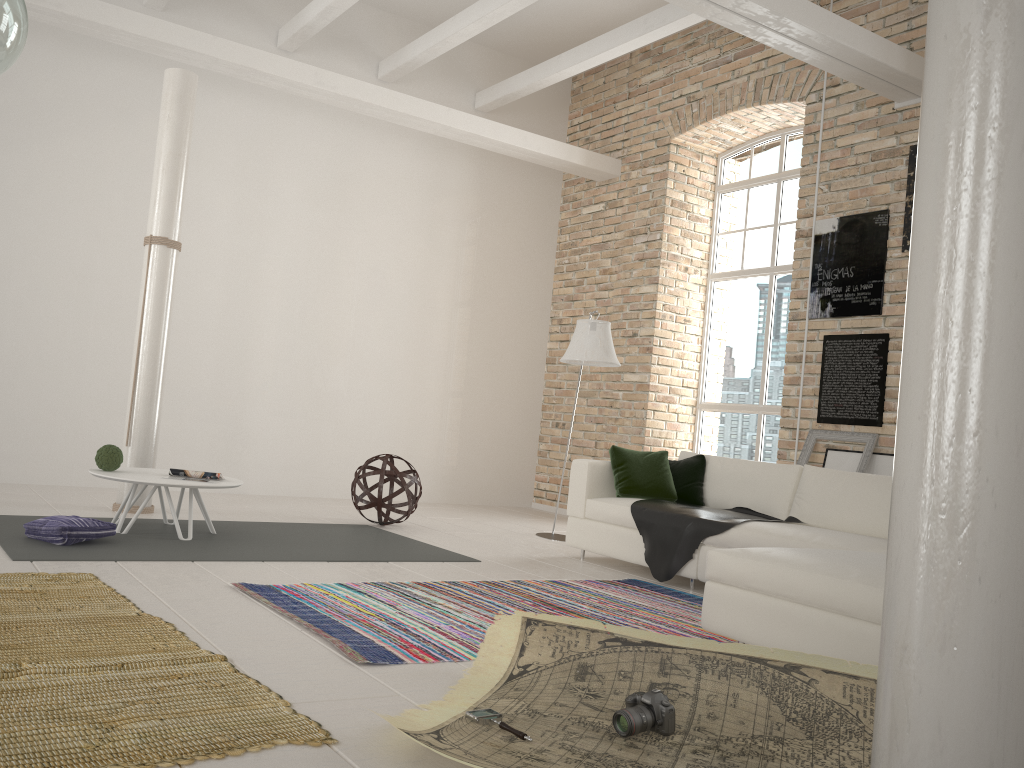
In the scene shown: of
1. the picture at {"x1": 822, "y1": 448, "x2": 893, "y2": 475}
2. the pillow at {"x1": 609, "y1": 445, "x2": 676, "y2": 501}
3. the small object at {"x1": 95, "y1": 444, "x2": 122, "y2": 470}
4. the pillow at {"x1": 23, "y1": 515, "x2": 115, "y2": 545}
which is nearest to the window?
the picture at {"x1": 822, "y1": 448, "x2": 893, "y2": 475}

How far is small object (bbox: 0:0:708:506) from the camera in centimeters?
729cm

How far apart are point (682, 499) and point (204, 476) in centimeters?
314cm

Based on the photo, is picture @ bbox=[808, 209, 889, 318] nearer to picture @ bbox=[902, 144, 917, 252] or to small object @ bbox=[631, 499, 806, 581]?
picture @ bbox=[902, 144, 917, 252]

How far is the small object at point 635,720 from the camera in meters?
2.4

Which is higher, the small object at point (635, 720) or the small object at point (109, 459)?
the small object at point (109, 459)

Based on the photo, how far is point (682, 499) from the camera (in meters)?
5.88

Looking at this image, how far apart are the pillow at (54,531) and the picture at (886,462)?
5.1 meters

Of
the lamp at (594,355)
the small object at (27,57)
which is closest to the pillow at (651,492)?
the lamp at (594,355)

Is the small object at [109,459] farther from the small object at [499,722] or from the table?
the small object at [499,722]
